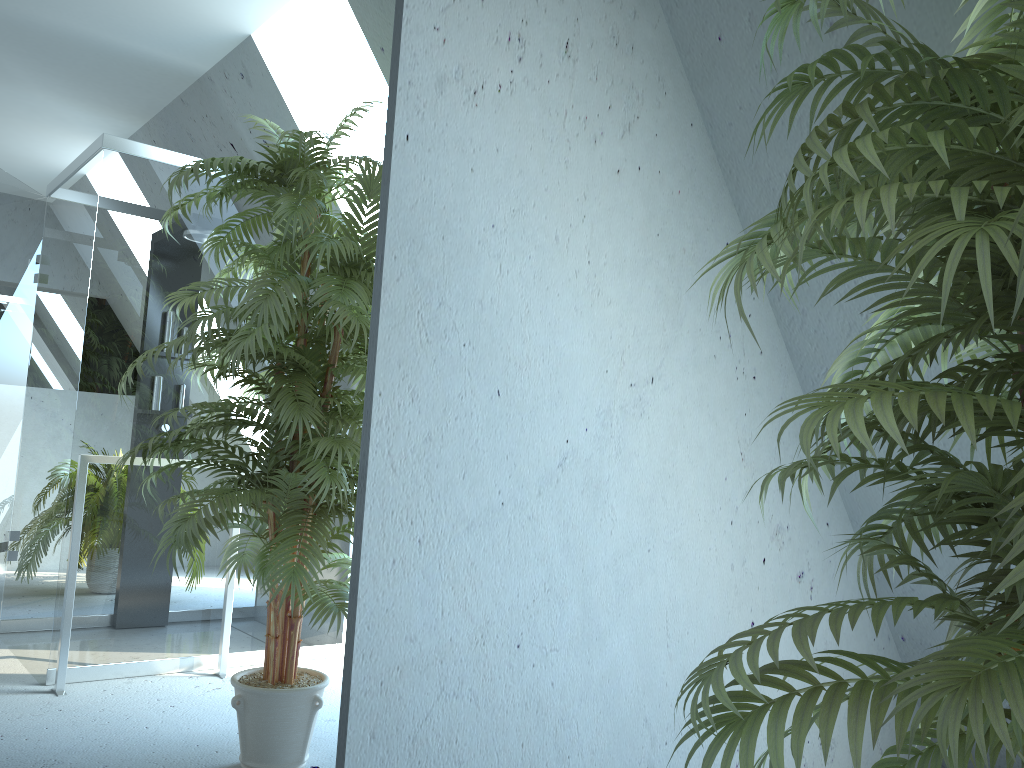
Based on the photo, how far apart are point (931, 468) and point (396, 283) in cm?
101

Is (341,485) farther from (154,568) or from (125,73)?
(125,73)

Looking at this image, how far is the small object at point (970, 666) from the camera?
0.8m

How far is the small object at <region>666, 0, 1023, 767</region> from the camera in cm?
80
